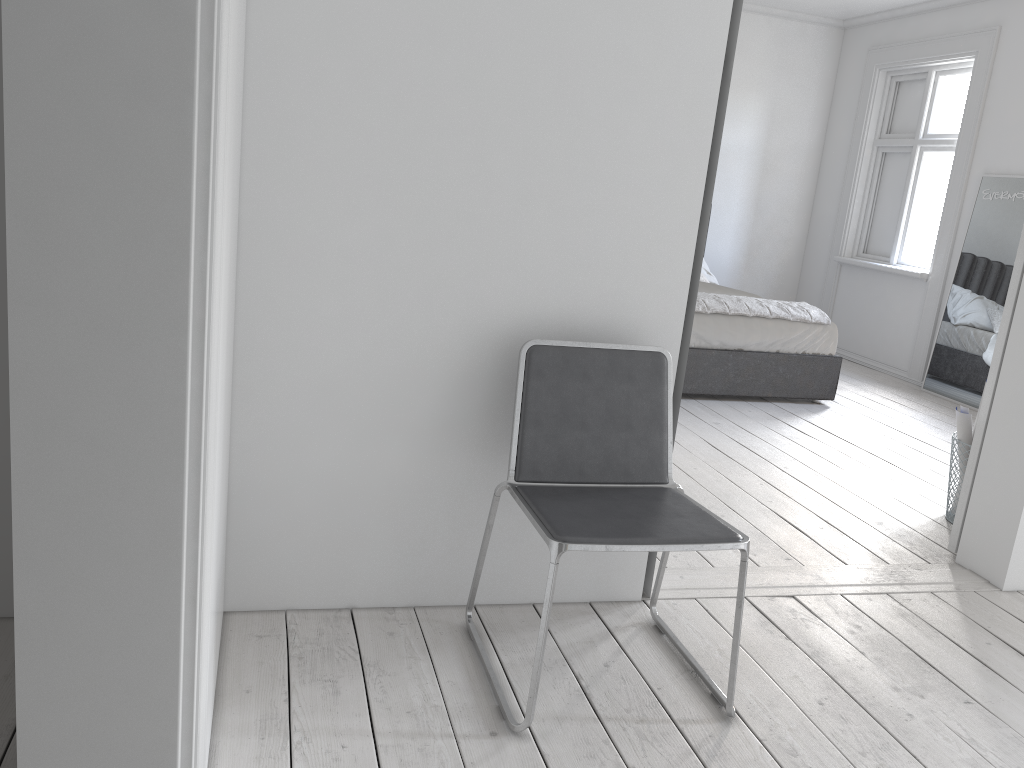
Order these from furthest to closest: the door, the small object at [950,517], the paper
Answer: the small object at [950,517] < the paper < the door

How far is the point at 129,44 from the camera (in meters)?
1.06

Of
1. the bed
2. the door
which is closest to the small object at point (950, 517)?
the door

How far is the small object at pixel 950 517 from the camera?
3.7m

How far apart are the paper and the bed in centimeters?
181cm

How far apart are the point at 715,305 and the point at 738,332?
0.2 meters

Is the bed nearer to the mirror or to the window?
the mirror

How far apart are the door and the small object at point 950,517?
0.4m

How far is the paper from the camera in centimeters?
355cm

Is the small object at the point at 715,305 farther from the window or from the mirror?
the window
